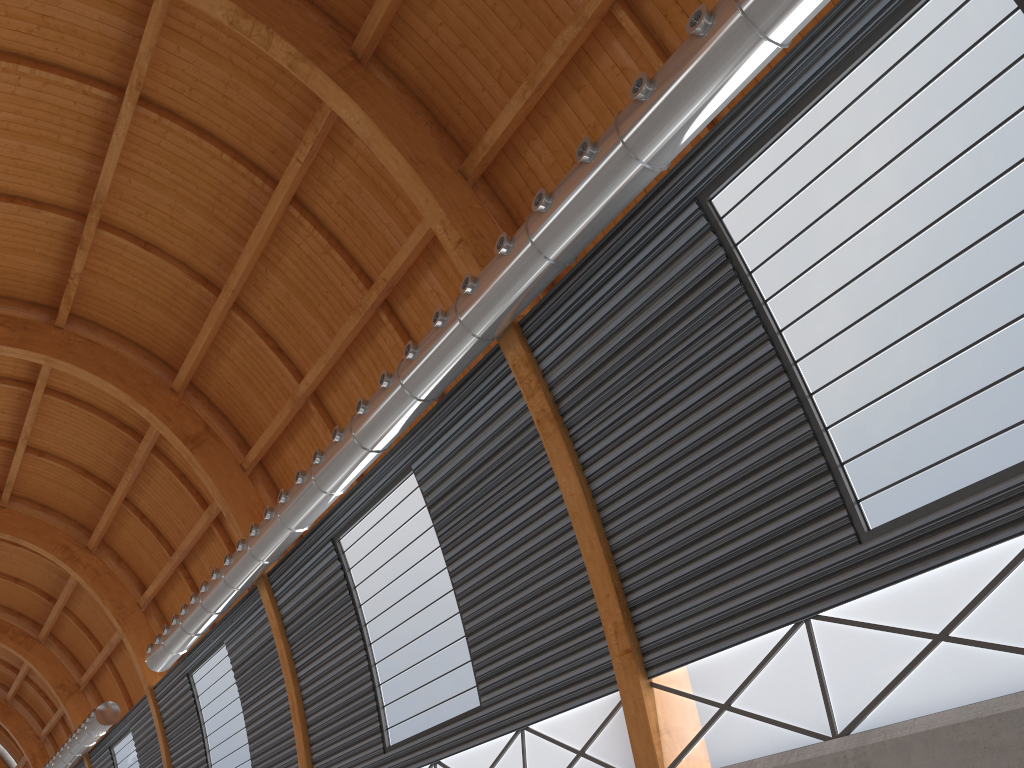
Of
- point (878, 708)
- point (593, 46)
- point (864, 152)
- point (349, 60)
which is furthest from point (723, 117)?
point (349, 60)

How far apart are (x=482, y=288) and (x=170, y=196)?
14.1m

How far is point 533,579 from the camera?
19.7m
